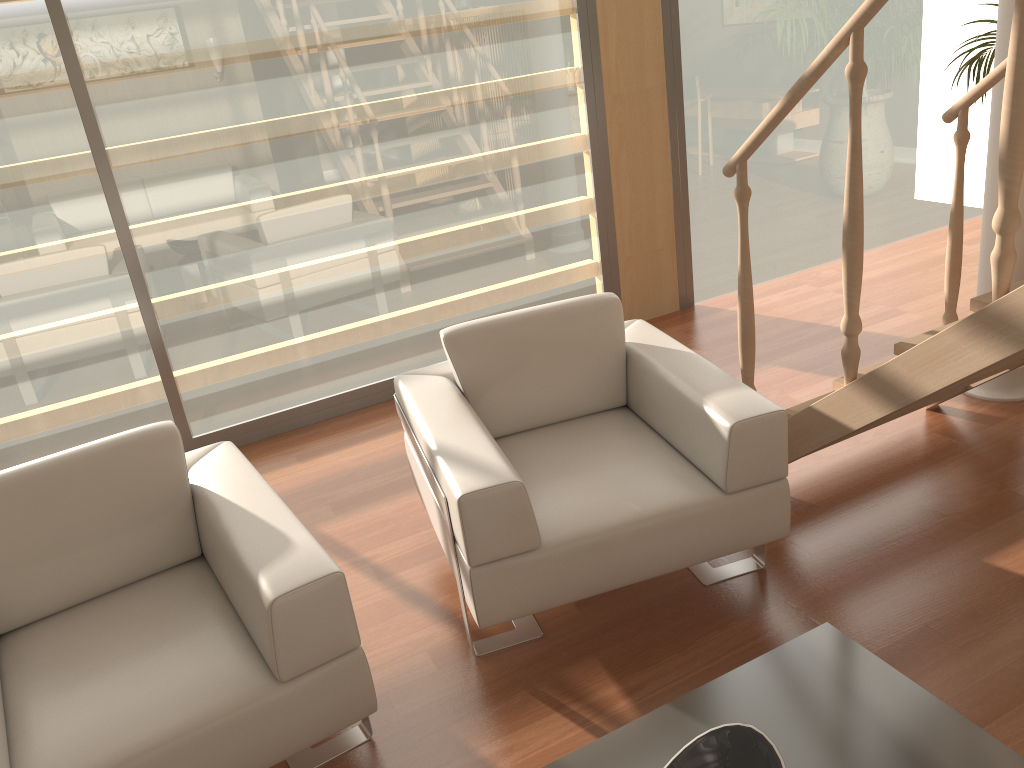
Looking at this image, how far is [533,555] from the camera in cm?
219

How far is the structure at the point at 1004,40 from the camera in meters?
3.0

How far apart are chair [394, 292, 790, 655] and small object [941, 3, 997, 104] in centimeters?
335cm

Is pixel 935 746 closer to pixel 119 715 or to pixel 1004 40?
pixel 119 715

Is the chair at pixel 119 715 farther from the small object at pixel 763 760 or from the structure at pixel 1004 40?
the structure at pixel 1004 40

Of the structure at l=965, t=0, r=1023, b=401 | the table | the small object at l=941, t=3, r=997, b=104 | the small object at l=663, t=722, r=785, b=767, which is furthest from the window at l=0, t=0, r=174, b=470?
the small object at l=941, t=3, r=997, b=104

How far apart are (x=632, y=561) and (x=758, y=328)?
2.4m

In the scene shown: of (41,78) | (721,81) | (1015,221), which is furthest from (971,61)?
(41,78)

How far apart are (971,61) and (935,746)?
4.59m

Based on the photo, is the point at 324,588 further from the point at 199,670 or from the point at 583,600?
the point at 583,600
